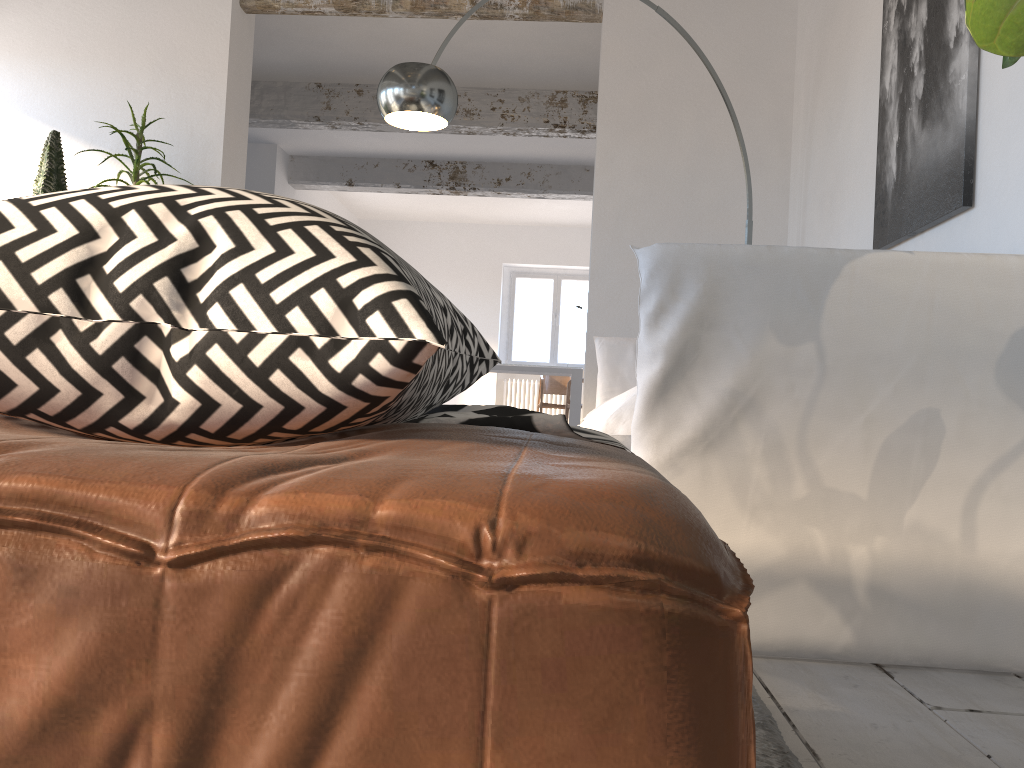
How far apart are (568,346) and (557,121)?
5.8 meters

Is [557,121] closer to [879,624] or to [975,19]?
[879,624]

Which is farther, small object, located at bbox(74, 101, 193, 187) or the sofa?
small object, located at bbox(74, 101, 193, 187)

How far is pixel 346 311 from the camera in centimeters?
48cm

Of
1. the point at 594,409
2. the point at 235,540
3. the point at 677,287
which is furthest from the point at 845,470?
the point at 594,409

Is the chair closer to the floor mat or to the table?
the table

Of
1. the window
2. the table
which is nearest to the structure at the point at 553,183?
the table

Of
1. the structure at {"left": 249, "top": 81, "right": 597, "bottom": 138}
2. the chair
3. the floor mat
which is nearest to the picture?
the floor mat

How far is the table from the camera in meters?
9.7

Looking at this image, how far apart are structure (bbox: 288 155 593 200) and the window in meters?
3.3
